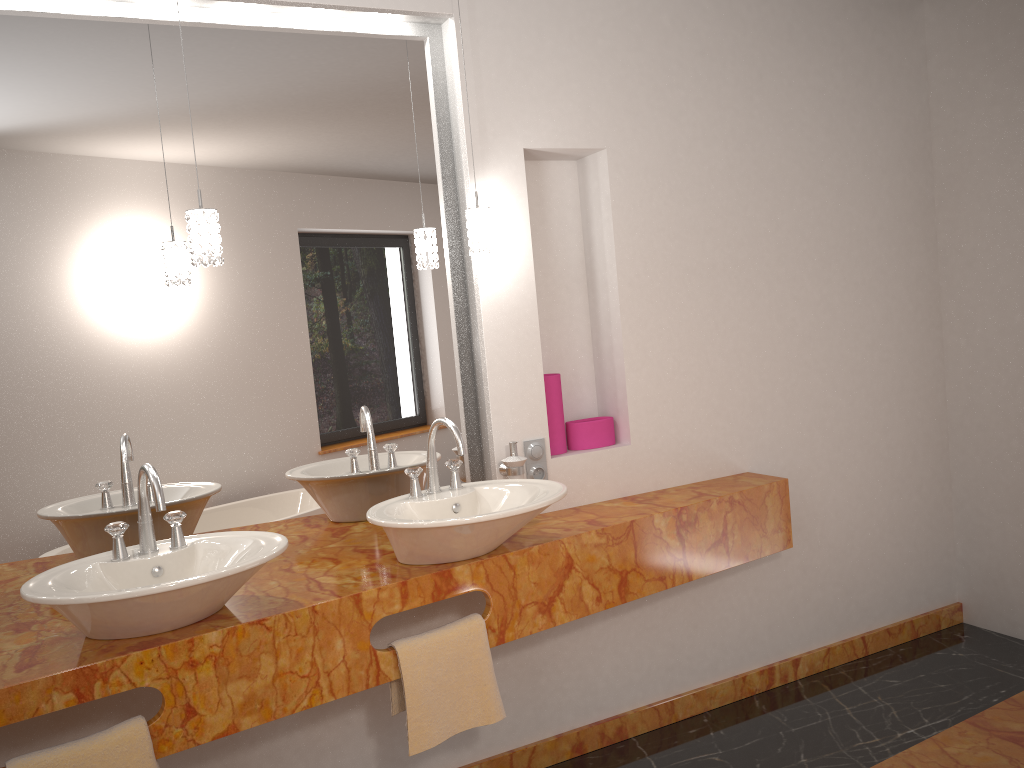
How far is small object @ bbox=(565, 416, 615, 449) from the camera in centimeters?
289cm

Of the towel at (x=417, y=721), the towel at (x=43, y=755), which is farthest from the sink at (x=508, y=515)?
the towel at (x=43, y=755)

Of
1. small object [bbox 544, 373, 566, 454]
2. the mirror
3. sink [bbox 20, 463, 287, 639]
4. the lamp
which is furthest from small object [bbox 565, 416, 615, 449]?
sink [bbox 20, 463, 287, 639]

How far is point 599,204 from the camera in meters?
2.9

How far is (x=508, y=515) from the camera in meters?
2.1 m

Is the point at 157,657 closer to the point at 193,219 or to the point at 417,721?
the point at 417,721

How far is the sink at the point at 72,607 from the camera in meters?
1.7 m

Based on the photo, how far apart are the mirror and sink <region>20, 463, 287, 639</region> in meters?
0.3

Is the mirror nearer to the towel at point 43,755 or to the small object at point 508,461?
the small object at point 508,461

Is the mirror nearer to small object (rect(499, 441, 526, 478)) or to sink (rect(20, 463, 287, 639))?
small object (rect(499, 441, 526, 478))
